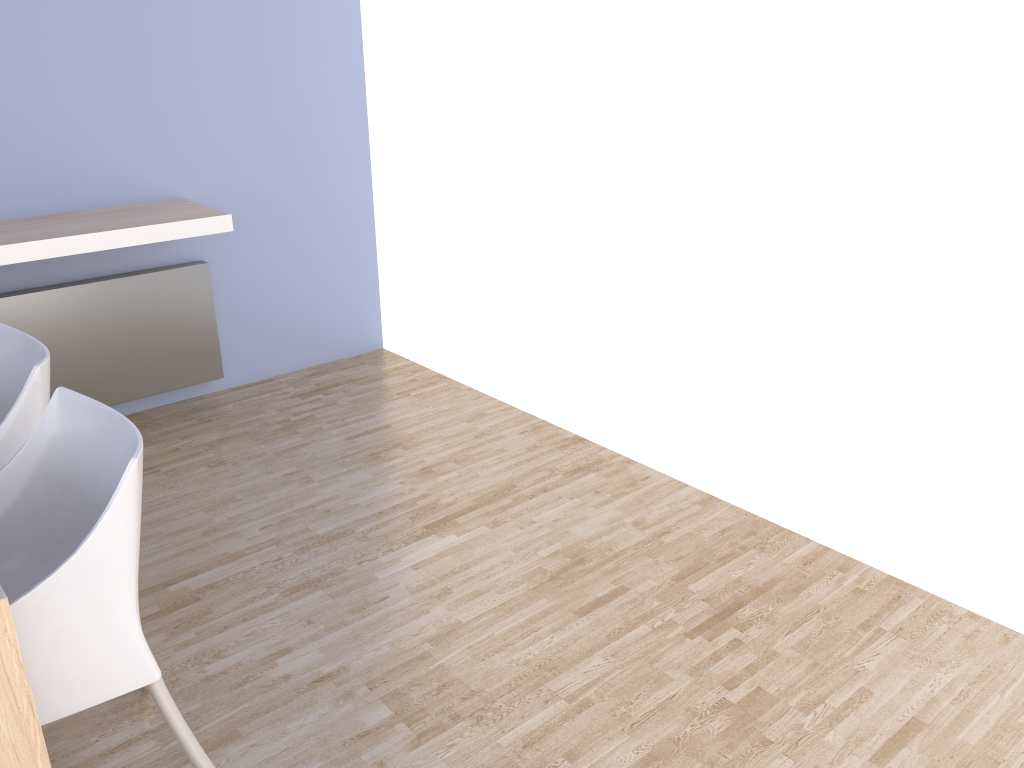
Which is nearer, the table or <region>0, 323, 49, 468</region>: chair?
the table

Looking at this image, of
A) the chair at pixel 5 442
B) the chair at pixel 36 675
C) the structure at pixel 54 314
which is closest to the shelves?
the structure at pixel 54 314

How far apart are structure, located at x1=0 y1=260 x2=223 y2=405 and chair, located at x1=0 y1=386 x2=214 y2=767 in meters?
1.7

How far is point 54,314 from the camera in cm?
328

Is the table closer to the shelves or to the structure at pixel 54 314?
the shelves

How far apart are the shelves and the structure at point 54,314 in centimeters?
25cm

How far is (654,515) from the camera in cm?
284

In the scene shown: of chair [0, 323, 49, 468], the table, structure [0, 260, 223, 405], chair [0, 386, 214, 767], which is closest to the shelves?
structure [0, 260, 223, 405]

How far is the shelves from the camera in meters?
2.9

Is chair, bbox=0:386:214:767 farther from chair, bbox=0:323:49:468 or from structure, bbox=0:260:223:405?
structure, bbox=0:260:223:405
